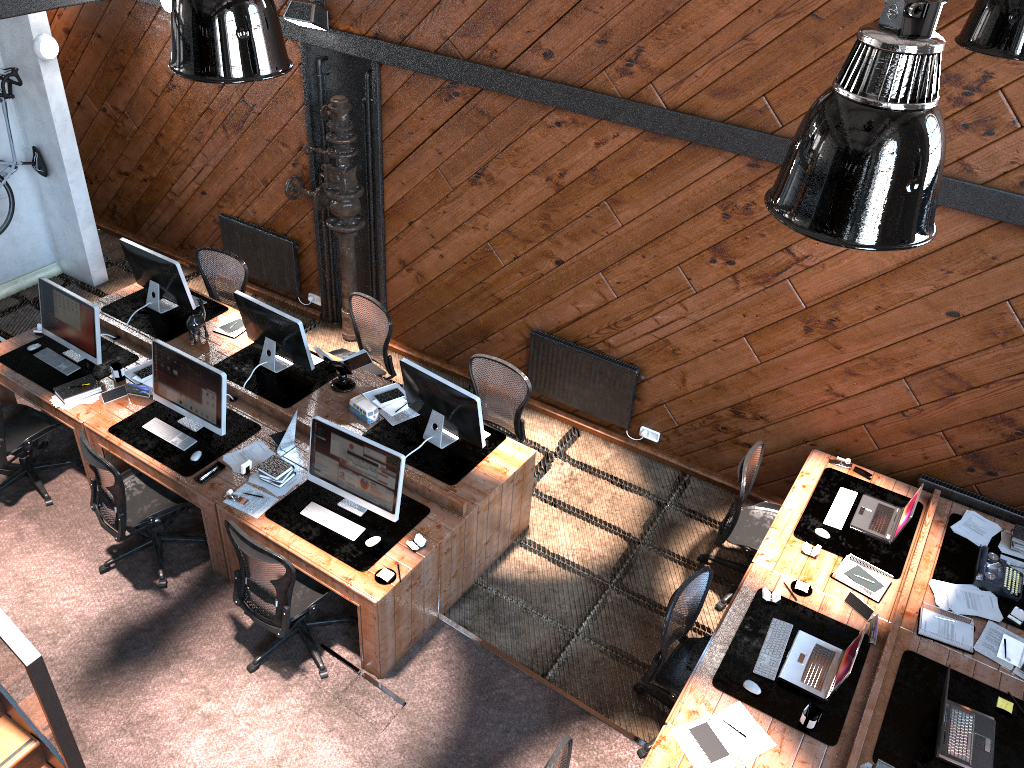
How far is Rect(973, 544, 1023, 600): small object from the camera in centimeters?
545cm

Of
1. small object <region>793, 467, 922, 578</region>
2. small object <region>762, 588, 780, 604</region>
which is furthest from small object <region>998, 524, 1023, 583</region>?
small object <region>762, 588, 780, 604</region>

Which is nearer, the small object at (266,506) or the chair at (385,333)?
the small object at (266,506)

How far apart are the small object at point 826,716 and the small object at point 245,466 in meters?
3.3

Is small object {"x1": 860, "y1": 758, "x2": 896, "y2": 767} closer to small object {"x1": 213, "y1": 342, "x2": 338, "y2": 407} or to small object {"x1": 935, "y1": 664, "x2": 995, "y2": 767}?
small object {"x1": 935, "y1": 664, "x2": 995, "y2": 767}

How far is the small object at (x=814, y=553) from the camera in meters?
5.6

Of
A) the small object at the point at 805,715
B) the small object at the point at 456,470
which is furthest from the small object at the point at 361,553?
the small object at the point at 805,715

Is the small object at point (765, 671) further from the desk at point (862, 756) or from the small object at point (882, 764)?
the small object at point (882, 764)

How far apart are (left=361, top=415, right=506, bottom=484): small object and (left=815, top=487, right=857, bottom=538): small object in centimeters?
225cm

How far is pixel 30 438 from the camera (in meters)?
6.46
